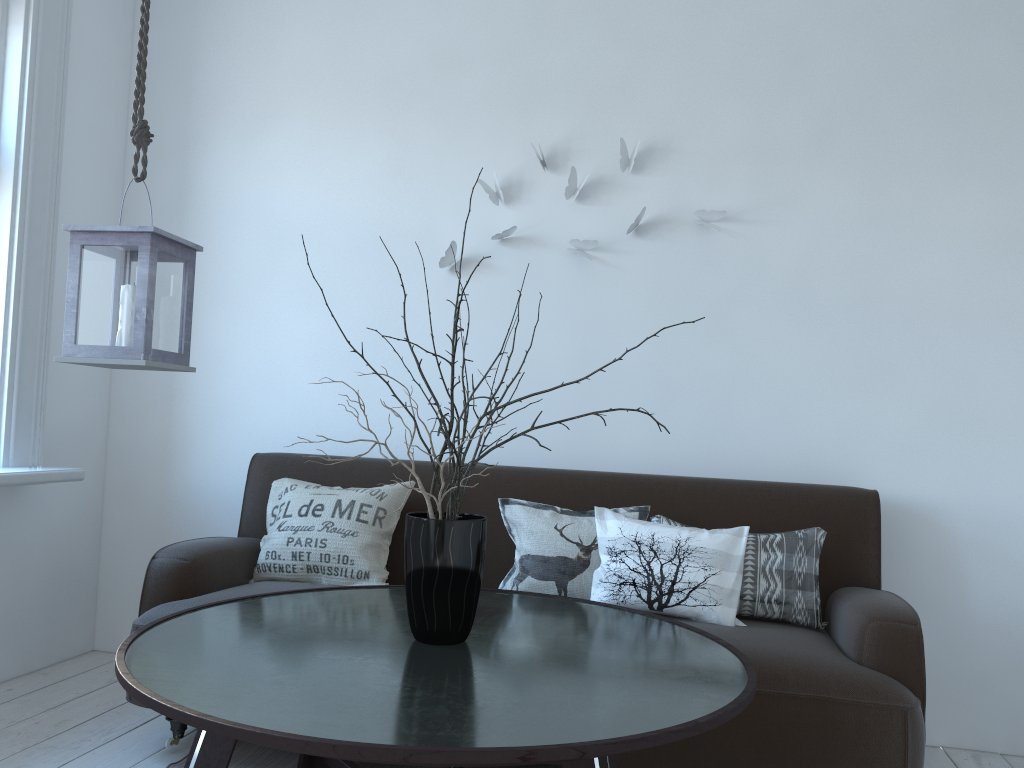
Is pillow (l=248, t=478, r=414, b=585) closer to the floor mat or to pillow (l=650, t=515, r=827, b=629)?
the floor mat

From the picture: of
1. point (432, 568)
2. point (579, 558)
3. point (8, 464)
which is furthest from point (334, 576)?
point (8, 464)

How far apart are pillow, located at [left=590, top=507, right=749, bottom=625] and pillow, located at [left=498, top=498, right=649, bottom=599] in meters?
0.0

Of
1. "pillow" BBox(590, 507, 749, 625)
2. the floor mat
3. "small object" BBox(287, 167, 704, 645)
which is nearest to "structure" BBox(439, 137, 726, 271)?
"pillow" BBox(590, 507, 749, 625)

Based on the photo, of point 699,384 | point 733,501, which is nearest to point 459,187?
point 699,384

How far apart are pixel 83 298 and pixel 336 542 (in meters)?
1.12

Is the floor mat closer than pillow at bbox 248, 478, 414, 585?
Yes

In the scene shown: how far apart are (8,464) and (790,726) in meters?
2.6 m

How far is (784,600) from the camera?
2.5m

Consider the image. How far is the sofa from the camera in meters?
2.0
